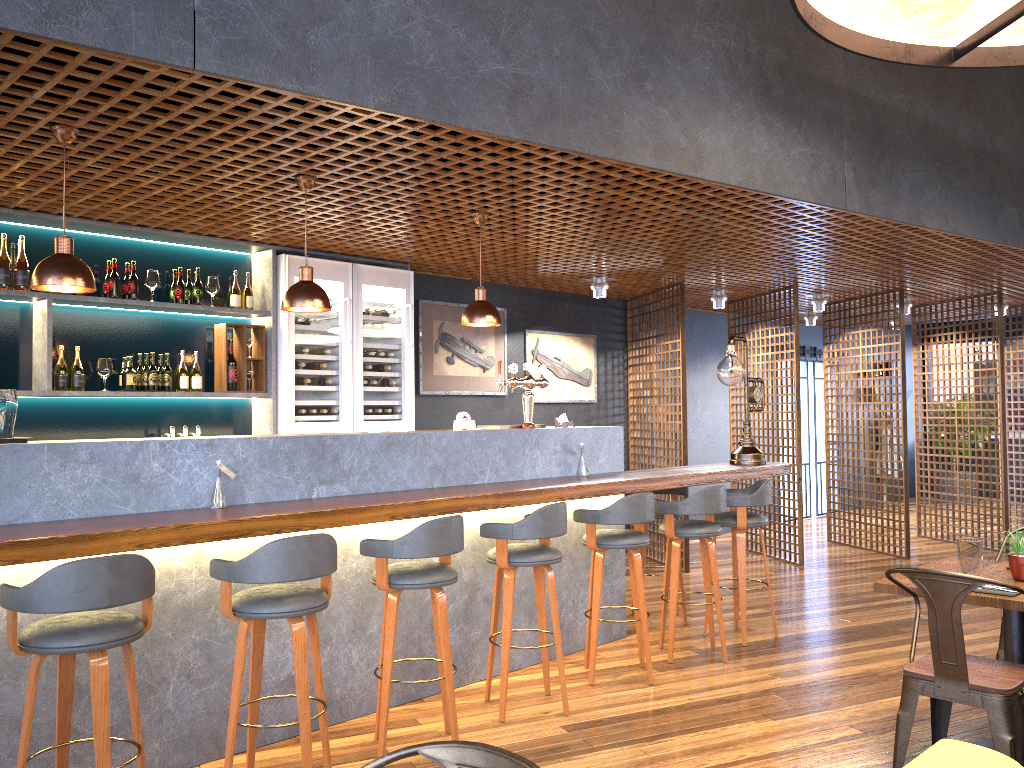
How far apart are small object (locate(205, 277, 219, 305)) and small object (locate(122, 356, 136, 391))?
0.7 meters

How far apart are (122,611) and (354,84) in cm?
231

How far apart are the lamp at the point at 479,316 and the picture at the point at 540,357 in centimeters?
301cm

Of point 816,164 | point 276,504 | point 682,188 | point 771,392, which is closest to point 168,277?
point 276,504

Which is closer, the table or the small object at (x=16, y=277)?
the table

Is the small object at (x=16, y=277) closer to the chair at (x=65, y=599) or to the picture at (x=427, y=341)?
the chair at (x=65, y=599)

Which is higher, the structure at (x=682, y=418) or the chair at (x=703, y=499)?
the structure at (x=682, y=418)

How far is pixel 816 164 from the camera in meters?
5.2

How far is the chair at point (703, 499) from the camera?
5.26m

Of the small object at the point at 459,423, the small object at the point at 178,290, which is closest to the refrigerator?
the small object at the point at 178,290
